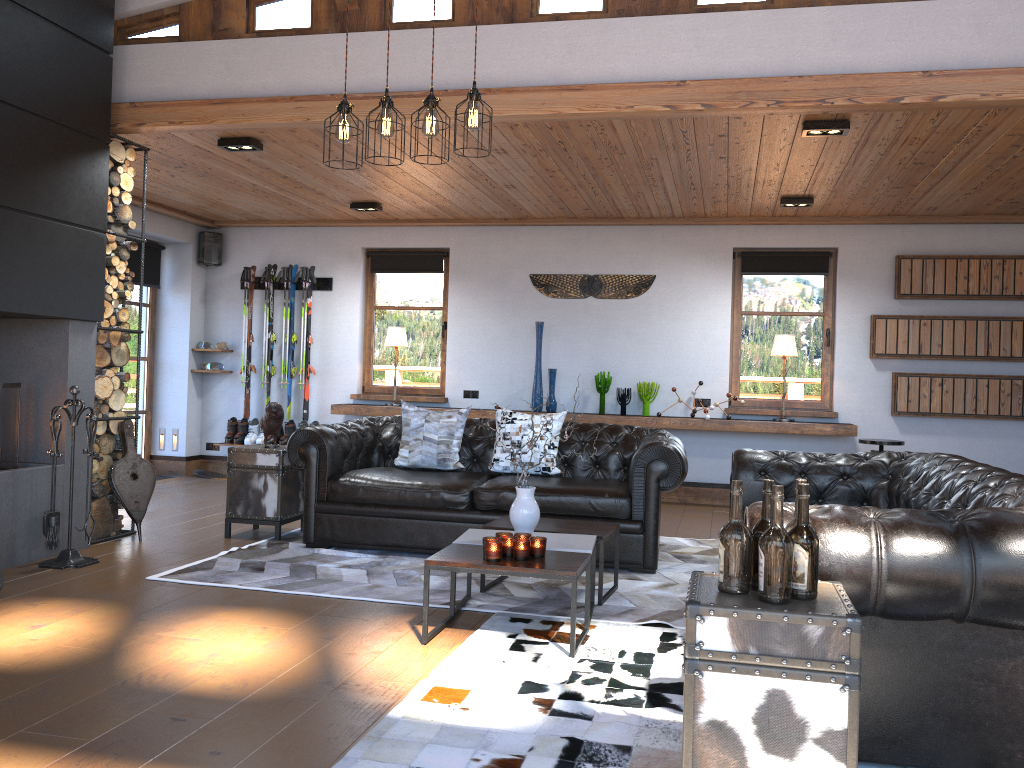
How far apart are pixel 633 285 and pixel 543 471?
3.21m

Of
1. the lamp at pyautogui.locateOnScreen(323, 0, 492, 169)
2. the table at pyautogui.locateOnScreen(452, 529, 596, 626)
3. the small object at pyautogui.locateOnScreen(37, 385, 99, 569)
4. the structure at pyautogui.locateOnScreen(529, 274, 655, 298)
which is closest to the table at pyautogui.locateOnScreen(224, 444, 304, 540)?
the small object at pyautogui.locateOnScreen(37, 385, 99, 569)

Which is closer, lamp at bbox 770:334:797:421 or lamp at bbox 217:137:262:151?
lamp at bbox 217:137:262:151

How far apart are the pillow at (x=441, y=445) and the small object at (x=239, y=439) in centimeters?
357cm

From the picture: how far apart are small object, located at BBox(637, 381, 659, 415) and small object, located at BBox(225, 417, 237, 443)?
4.2m

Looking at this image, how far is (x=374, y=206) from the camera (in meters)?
8.06

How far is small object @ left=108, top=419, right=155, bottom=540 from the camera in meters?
5.8 m

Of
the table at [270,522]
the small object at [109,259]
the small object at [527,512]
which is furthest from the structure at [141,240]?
the small object at [527,512]

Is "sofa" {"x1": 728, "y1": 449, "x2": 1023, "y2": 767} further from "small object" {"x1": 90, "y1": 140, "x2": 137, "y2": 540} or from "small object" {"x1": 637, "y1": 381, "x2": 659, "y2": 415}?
"small object" {"x1": 90, "y1": 140, "x2": 137, "y2": 540}

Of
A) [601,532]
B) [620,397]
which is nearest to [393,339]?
[620,397]
